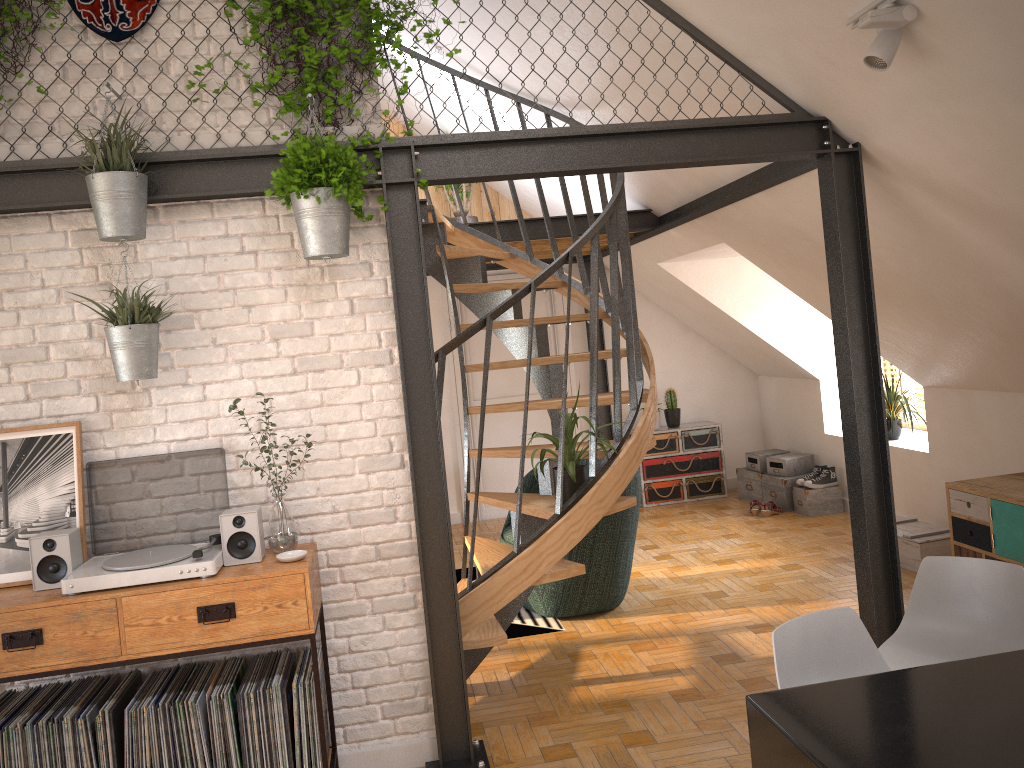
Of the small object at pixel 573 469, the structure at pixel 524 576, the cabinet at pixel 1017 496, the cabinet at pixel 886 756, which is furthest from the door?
the cabinet at pixel 886 756

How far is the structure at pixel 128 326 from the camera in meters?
3.2 m

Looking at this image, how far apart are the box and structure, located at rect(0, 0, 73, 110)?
5.2m

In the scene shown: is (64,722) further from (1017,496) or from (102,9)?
(1017,496)

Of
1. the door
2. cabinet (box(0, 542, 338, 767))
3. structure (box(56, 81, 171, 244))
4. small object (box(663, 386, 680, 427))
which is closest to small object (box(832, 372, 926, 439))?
small object (box(663, 386, 680, 427))

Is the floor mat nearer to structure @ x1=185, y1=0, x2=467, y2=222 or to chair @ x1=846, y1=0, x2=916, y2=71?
structure @ x1=185, y1=0, x2=467, y2=222

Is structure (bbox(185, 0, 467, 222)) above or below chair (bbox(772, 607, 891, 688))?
Answer: above

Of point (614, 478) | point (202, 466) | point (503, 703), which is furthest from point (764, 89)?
point (503, 703)

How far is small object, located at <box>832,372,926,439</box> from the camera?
6.7m

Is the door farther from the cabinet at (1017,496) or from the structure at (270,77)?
the structure at (270,77)
